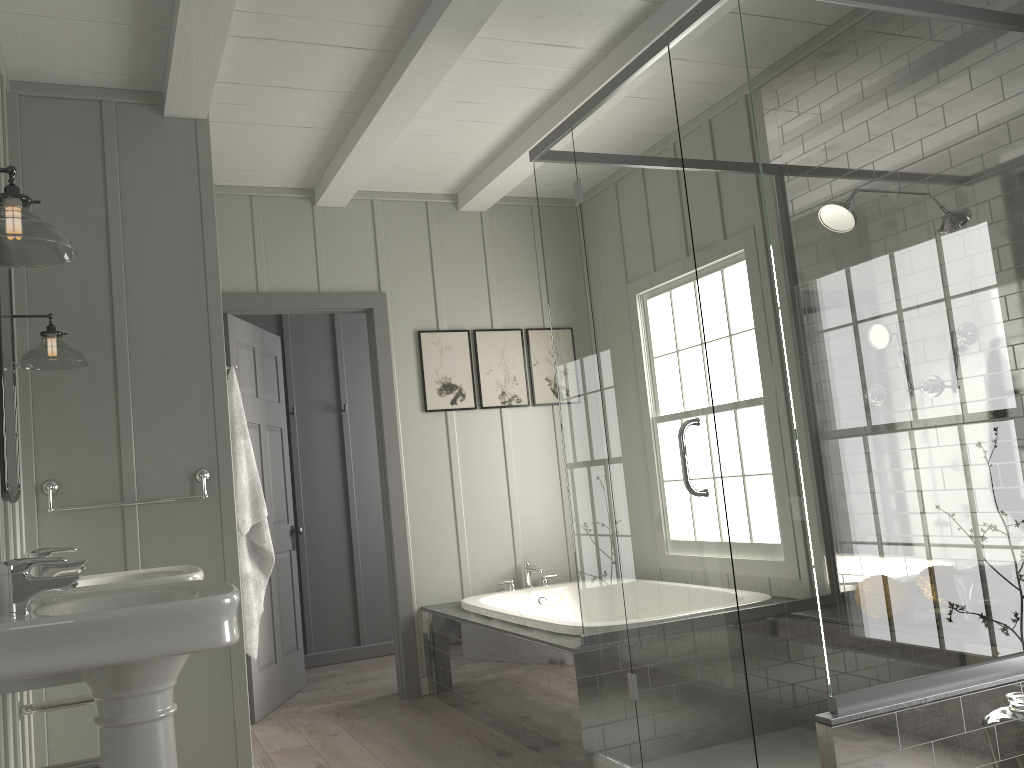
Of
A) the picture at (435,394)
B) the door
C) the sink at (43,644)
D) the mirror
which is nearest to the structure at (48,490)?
the mirror

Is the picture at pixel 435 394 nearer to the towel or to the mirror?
the towel

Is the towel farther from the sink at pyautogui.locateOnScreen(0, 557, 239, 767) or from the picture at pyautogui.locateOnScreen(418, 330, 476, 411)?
the picture at pyautogui.locateOnScreen(418, 330, 476, 411)

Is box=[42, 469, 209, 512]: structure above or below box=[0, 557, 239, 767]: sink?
above

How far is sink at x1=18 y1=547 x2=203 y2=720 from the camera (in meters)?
2.51

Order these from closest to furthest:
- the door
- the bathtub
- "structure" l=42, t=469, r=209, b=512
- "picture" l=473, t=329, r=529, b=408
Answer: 1. "structure" l=42, t=469, r=209, b=512
2. the bathtub
3. the door
4. "picture" l=473, t=329, r=529, b=408

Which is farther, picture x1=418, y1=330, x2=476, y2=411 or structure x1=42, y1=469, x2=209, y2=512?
picture x1=418, y1=330, x2=476, y2=411

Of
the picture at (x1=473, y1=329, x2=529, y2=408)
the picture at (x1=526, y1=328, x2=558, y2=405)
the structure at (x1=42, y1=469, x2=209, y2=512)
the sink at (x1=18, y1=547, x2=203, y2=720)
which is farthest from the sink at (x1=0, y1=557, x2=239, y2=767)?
the picture at (x1=526, y1=328, x2=558, y2=405)

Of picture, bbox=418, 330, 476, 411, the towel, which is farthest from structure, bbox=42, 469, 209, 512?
picture, bbox=418, 330, 476, 411

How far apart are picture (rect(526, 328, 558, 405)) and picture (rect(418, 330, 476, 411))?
0.40m
